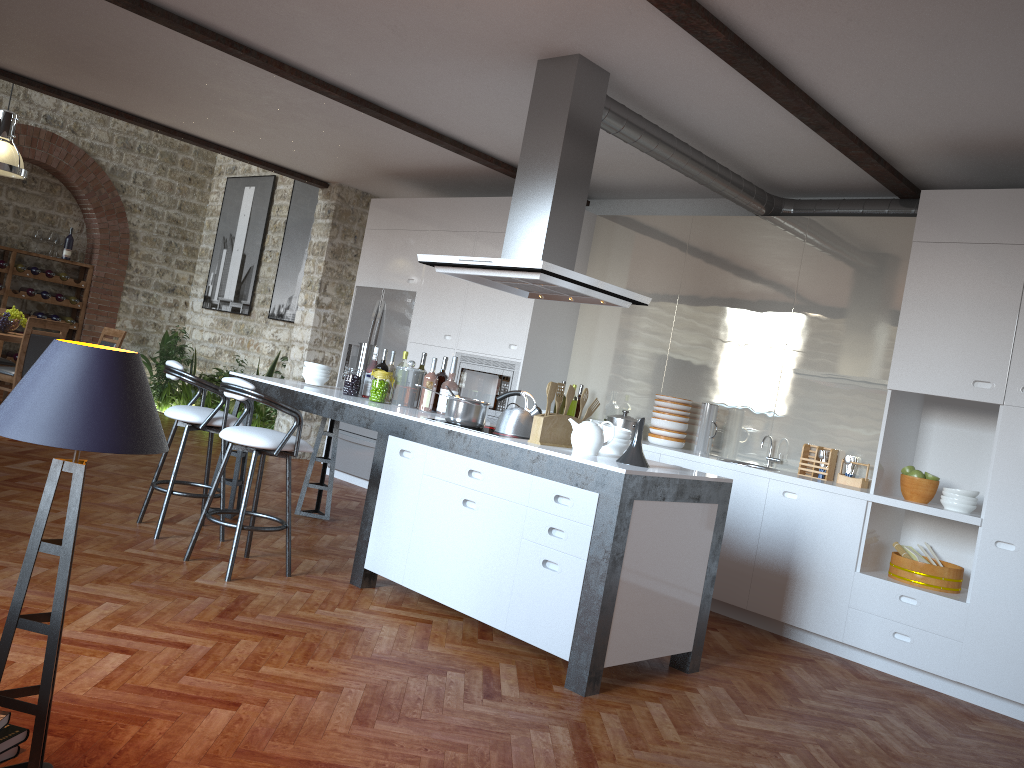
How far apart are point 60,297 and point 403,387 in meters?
8.0

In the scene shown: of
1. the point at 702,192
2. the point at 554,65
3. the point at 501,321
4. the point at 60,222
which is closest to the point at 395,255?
the point at 501,321

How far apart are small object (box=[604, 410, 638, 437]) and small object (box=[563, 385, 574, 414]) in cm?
226

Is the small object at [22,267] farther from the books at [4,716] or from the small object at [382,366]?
the books at [4,716]

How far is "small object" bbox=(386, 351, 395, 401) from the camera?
5.64m

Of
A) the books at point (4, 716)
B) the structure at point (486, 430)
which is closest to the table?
the structure at point (486, 430)

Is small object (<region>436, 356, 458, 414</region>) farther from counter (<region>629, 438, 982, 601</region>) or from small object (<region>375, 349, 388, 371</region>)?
counter (<region>629, 438, 982, 601</region>)

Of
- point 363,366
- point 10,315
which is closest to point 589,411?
point 363,366

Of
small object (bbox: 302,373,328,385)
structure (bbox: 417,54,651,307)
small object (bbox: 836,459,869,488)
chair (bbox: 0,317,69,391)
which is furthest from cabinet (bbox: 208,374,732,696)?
chair (bbox: 0,317,69,391)

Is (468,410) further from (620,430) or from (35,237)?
(35,237)
